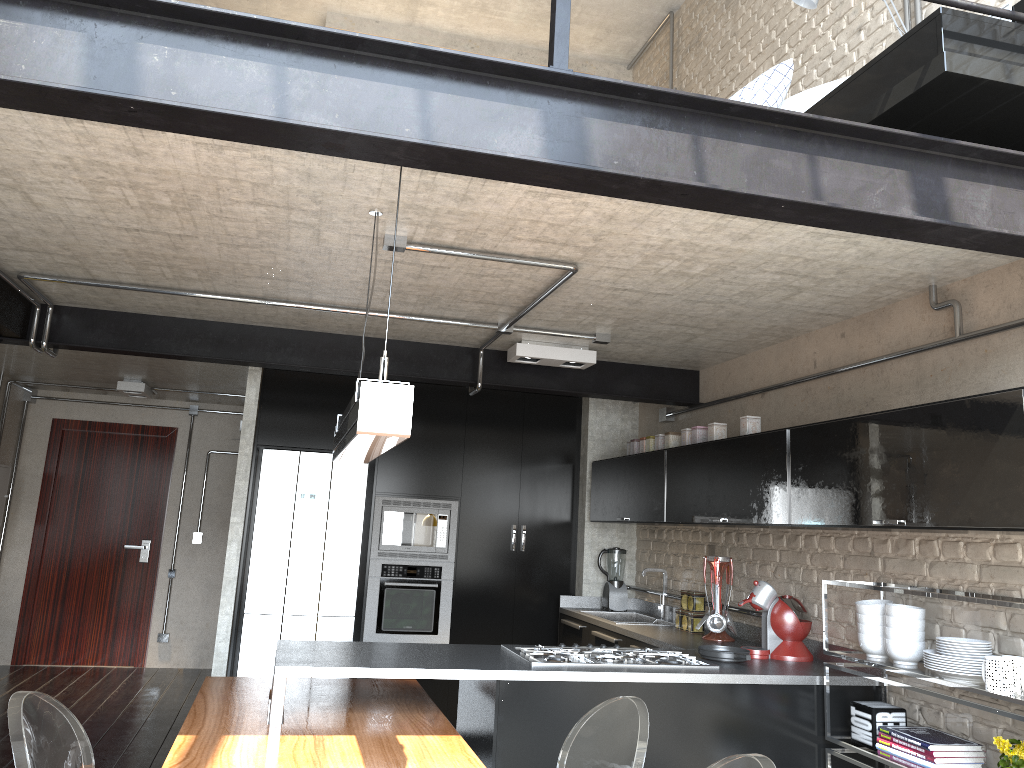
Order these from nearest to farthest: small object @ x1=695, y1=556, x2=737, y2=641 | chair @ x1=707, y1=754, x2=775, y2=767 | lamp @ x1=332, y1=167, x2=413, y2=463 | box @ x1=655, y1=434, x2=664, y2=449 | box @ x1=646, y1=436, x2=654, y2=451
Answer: lamp @ x1=332, y1=167, x2=413, y2=463 < chair @ x1=707, y1=754, x2=775, y2=767 < small object @ x1=695, y1=556, x2=737, y2=641 < box @ x1=655, y1=434, x2=664, y2=449 < box @ x1=646, y1=436, x2=654, y2=451

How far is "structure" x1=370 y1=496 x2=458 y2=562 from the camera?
6.1m

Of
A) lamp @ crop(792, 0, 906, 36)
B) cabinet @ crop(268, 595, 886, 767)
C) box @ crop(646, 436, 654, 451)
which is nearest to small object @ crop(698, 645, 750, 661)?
cabinet @ crop(268, 595, 886, 767)

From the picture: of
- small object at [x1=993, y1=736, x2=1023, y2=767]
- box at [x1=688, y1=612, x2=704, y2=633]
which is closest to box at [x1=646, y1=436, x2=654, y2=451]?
box at [x1=688, y1=612, x2=704, y2=633]

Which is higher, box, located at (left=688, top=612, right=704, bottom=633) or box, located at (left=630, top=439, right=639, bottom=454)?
box, located at (left=630, top=439, right=639, bottom=454)

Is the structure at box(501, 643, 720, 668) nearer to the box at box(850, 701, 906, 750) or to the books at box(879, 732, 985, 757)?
the box at box(850, 701, 906, 750)

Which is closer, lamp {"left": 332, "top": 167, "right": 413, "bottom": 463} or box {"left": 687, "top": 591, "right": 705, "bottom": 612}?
lamp {"left": 332, "top": 167, "right": 413, "bottom": 463}

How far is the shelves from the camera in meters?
3.0

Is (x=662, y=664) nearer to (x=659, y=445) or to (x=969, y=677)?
(x=969, y=677)

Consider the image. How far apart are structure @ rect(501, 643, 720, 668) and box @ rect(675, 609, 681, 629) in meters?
1.1 m
